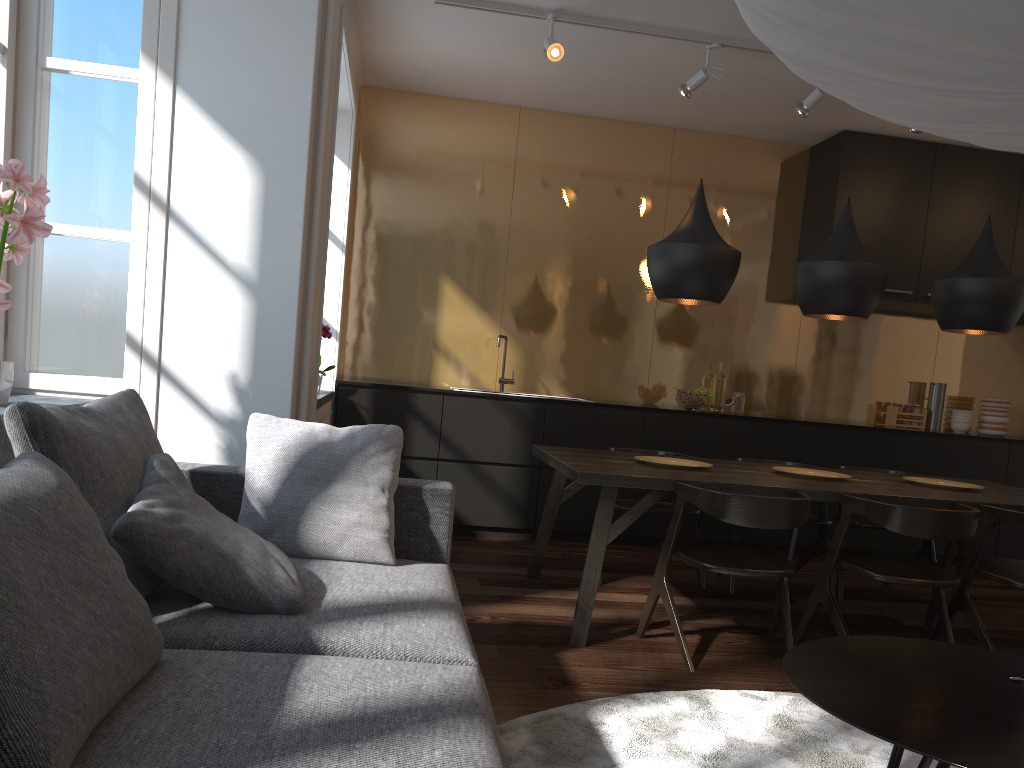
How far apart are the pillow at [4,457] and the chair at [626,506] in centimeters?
319cm

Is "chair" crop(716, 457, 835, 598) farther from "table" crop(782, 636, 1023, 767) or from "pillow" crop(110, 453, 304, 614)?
"pillow" crop(110, 453, 304, 614)

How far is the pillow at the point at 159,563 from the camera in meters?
A: 1.9

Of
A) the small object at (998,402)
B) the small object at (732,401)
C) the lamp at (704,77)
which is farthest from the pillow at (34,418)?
the small object at (998,402)

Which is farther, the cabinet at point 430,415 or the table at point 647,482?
the cabinet at point 430,415

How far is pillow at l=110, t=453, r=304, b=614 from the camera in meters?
1.9

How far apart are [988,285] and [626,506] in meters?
1.9 m

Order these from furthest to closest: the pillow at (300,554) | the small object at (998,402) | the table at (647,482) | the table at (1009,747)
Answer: the small object at (998,402) → the table at (647,482) → the pillow at (300,554) → the table at (1009,747)

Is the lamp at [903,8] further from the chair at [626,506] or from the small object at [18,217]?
the chair at [626,506]

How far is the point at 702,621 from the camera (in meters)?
3.90
